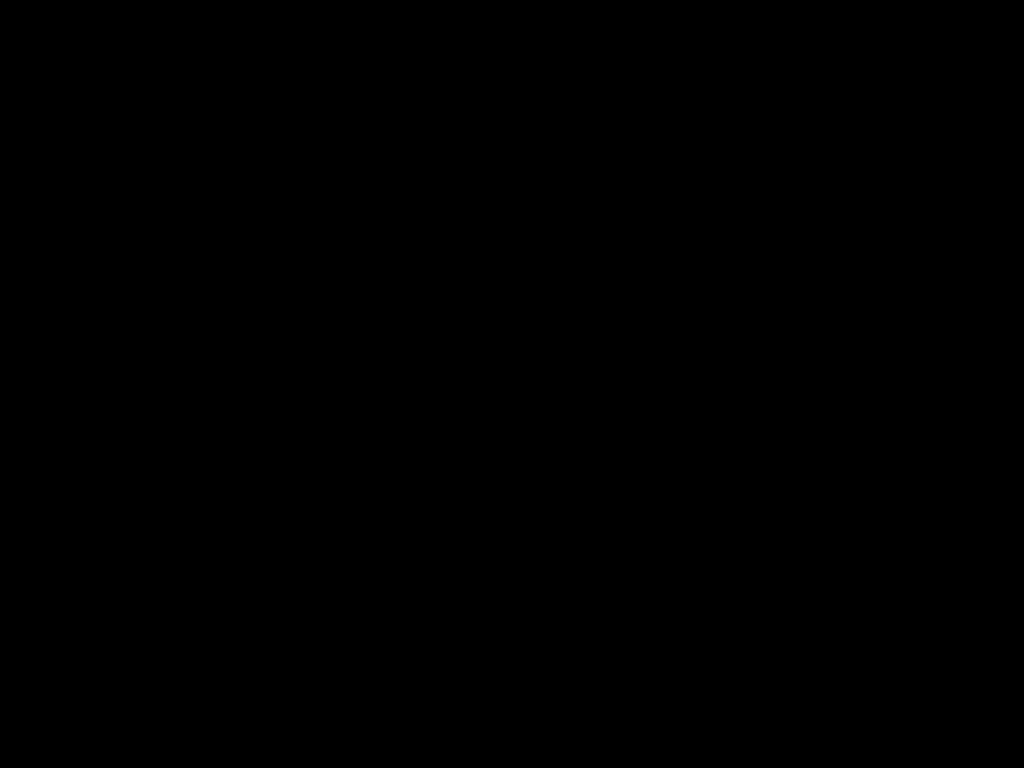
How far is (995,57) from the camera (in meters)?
0.35

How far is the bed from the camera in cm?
35

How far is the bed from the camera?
0.4 meters
